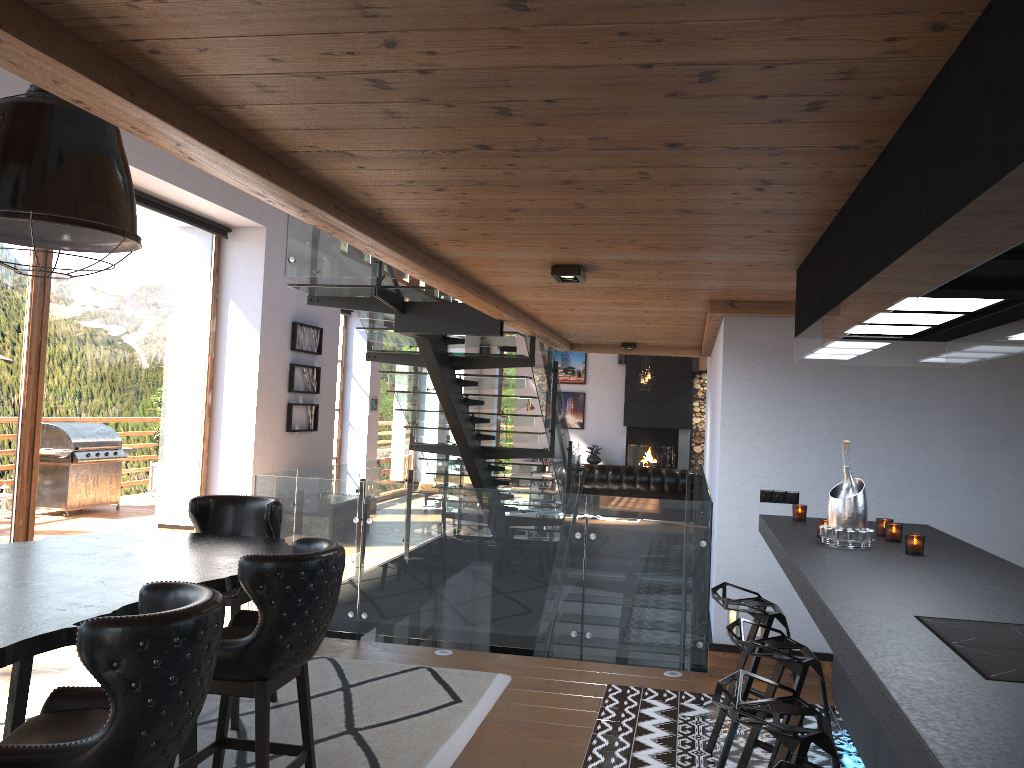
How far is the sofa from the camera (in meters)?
13.65

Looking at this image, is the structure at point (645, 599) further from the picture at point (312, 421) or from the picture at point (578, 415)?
the picture at point (578, 415)

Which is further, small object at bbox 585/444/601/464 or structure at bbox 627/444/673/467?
small object at bbox 585/444/601/464

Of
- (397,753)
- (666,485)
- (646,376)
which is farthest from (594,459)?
(397,753)

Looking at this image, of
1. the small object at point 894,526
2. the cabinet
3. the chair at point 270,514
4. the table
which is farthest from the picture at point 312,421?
the small object at point 894,526

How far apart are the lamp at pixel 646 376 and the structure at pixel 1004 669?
13.80m

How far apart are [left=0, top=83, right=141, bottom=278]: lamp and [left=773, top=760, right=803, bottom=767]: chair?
2.6m

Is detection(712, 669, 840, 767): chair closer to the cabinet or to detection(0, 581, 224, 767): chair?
the cabinet

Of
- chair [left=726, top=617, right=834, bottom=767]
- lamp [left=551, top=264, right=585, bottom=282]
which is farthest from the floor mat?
lamp [left=551, top=264, right=585, bottom=282]

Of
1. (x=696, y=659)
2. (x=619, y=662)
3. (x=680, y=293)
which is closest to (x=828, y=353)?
(x=680, y=293)
